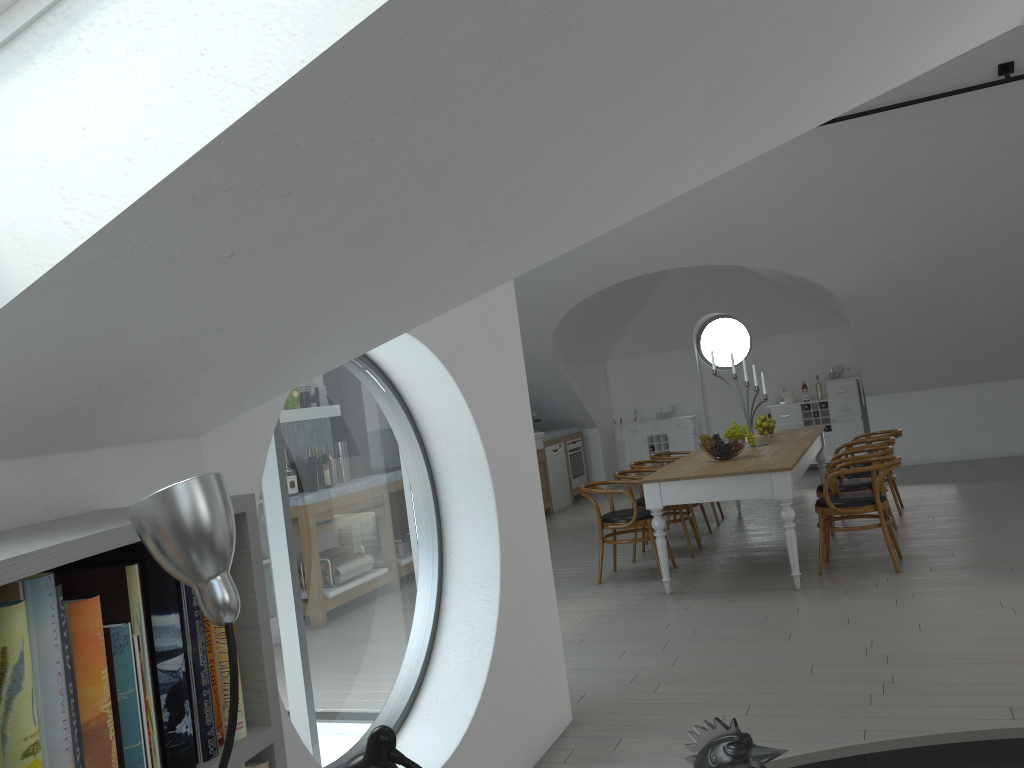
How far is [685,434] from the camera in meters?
12.2 m

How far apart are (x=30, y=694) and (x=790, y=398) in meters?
11.7

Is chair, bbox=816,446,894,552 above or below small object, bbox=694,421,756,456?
below

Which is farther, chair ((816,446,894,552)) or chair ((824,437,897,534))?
chair ((824,437,897,534))

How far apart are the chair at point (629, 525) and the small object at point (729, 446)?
0.6m

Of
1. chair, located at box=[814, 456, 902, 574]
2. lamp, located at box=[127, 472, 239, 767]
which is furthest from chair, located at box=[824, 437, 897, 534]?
lamp, located at box=[127, 472, 239, 767]

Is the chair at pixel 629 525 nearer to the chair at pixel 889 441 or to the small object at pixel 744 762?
the chair at pixel 889 441

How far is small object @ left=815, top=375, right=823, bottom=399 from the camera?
11.8m

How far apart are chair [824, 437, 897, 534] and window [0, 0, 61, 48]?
7.17m

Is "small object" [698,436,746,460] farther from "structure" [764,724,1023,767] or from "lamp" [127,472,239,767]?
"lamp" [127,472,239,767]
